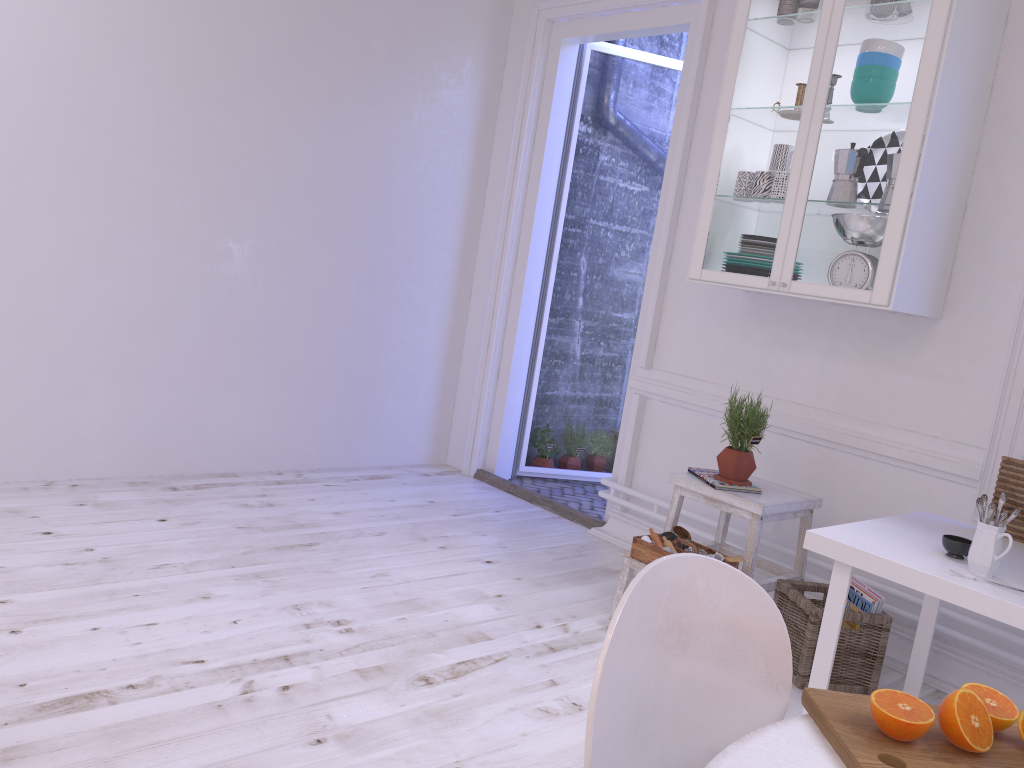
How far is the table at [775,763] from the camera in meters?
1.1

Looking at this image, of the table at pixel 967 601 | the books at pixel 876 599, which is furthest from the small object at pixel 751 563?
the table at pixel 967 601

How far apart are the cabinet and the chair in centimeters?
186cm

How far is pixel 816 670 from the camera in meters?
2.4 m

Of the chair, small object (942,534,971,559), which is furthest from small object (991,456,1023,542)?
the chair

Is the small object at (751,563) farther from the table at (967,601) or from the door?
the door

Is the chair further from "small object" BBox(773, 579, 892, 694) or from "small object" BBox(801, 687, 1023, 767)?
"small object" BBox(773, 579, 892, 694)

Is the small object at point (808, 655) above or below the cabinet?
below

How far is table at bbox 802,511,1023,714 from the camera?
2.1 meters

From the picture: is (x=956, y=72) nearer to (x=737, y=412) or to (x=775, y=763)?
(x=737, y=412)
